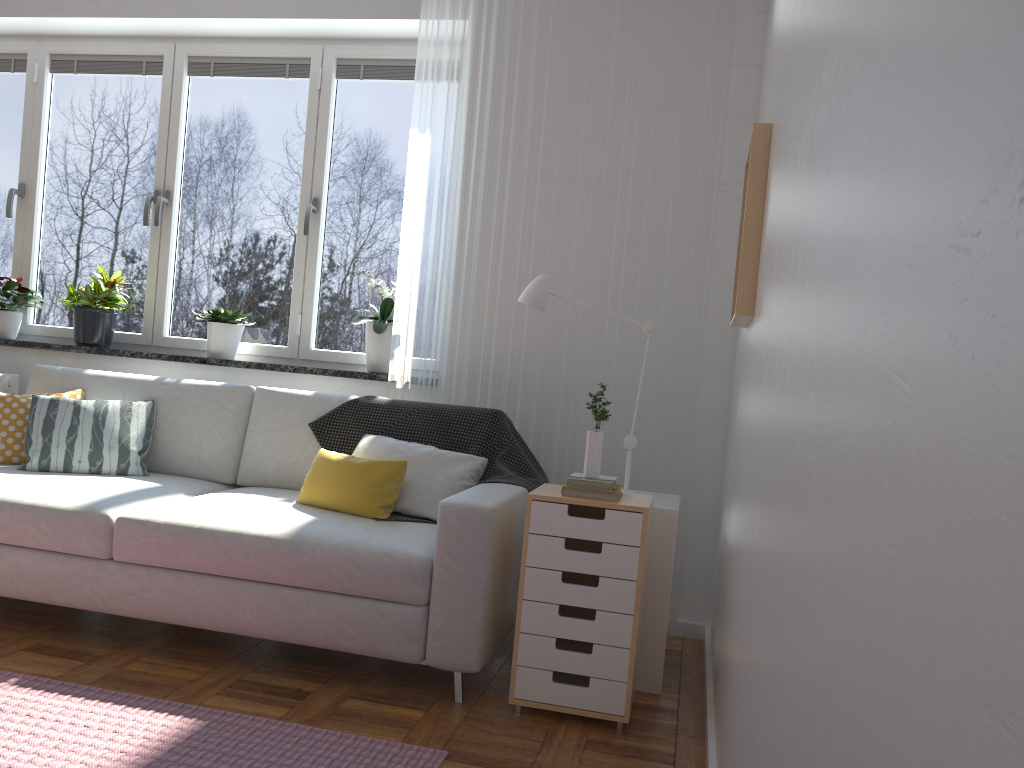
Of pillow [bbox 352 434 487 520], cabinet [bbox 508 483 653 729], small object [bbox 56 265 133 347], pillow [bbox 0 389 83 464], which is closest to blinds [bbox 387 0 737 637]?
pillow [bbox 352 434 487 520]

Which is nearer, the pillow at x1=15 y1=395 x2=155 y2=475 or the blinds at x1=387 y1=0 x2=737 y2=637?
the pillow at x1=15 y1=395 x2=155 y2=475

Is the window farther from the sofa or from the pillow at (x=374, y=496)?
the pillow at (x=374, y=496)

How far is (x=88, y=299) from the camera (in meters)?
4.07

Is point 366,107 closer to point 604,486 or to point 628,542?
point 604,486

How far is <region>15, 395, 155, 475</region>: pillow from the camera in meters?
3.3 m

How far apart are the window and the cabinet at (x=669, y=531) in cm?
161

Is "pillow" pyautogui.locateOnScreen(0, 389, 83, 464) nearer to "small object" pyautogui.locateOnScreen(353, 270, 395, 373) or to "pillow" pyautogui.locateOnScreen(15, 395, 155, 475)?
"pillow" pyautogui.locateOnScreen(15, 395, 155, 475)

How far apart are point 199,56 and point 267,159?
0.6m

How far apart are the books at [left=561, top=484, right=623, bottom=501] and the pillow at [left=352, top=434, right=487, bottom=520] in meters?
0.6 m
